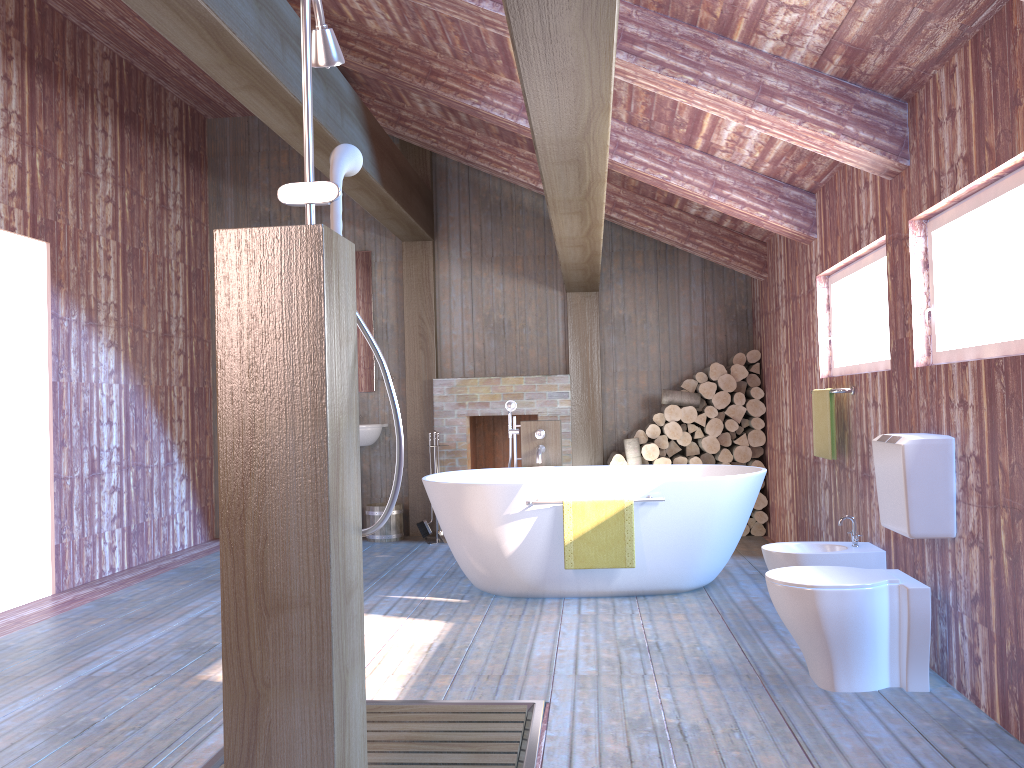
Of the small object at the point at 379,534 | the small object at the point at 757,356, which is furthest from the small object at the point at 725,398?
the small object at the point at 379,534

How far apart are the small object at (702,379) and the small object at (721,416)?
0.3 meters

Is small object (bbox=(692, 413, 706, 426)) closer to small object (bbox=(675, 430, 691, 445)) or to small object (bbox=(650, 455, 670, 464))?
small object (bbox=(675, 430, 691, 445))

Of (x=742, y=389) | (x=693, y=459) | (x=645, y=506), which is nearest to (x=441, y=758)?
(x=645, y=506)

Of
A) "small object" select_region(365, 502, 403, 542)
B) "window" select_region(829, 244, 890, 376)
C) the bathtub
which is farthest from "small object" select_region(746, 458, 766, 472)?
"small object" select_region(365, 502, 403, 542)

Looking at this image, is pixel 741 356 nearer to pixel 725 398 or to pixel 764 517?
pixel 725 398

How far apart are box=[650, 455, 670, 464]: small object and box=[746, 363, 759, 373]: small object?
1.0 meters

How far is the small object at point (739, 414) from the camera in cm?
677

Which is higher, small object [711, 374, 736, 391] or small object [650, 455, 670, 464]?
small object [711, 374, 736, 391]

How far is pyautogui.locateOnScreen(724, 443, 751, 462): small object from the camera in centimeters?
676cm
